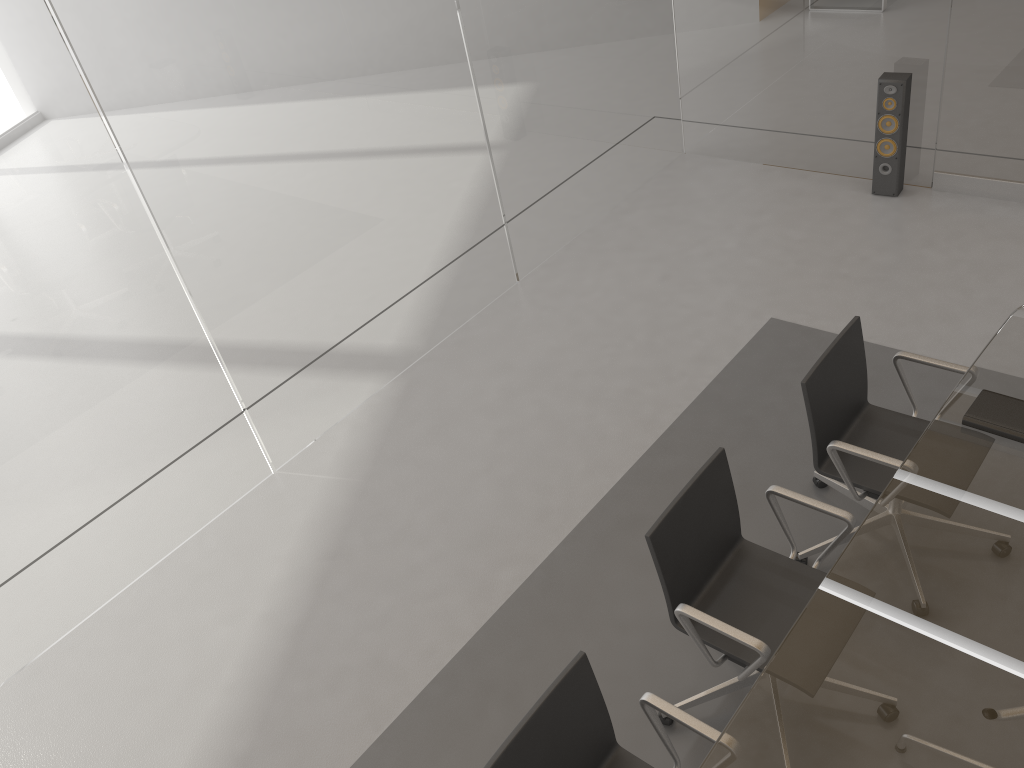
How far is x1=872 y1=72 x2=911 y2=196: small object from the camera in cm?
491

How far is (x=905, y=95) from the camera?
4.91m

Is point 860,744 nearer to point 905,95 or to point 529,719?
point 529,719

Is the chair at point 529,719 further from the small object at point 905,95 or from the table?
the small object at point 905,95

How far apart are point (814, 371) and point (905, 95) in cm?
279

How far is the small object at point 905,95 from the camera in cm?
491

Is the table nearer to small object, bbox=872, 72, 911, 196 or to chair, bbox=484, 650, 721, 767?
chair, bbox=484, 650, 721, 767

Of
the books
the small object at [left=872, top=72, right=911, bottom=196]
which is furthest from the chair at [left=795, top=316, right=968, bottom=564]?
the small object at [left=872, top=72, right=911, bottom=196]

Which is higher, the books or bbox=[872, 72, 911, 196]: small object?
the books

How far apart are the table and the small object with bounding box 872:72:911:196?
2.3m
